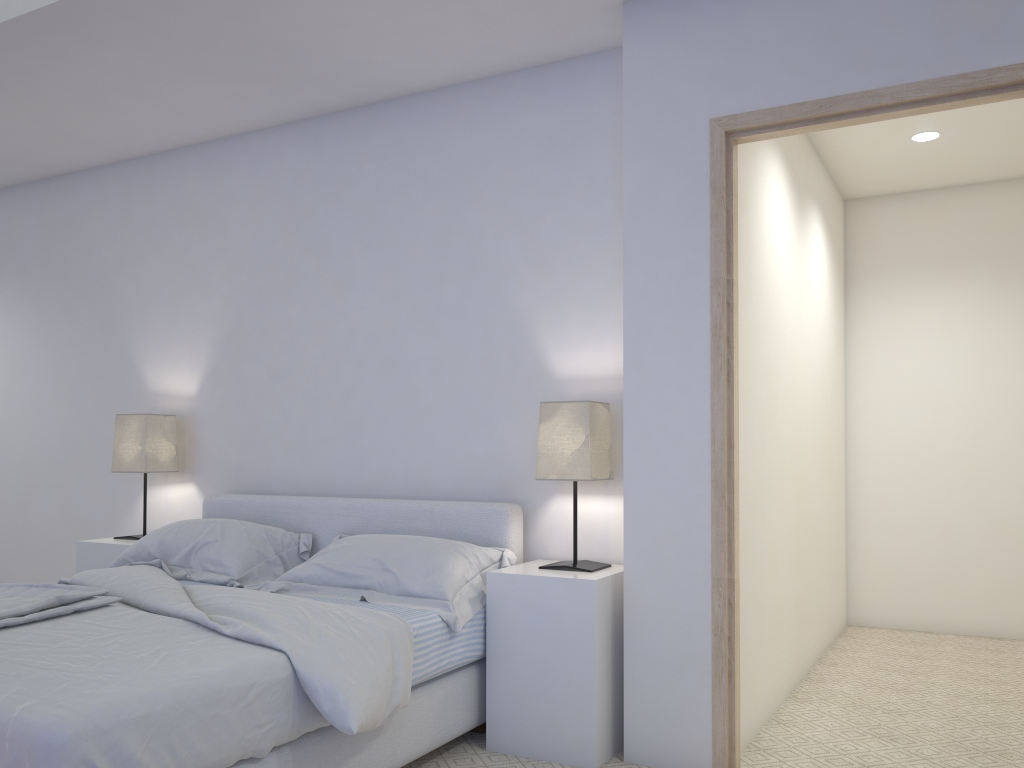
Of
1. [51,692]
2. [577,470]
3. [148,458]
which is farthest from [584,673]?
[148,458]

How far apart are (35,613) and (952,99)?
3.0 meters

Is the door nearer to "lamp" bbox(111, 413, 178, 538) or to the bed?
the bed

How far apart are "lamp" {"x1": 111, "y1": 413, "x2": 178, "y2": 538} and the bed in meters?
0.3

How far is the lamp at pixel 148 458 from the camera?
4.0 meters

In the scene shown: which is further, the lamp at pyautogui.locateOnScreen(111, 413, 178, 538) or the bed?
the lamp at pyautogui.locateOnScreen(111, 413, 178, 538)

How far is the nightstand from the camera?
2.8 meters

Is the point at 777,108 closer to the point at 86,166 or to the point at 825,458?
the point at 825,458

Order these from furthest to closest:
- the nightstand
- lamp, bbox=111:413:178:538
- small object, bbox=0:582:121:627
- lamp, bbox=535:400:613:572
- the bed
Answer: lamp, bbox=111:413:178:538
lamp, bbox=535:400:613:572
the nightstand
small object, bbox=0:582:121:627
the bed

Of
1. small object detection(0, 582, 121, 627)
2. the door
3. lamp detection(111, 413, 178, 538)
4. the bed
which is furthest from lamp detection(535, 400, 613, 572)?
lamp detection(111, 413, 178, 538)
